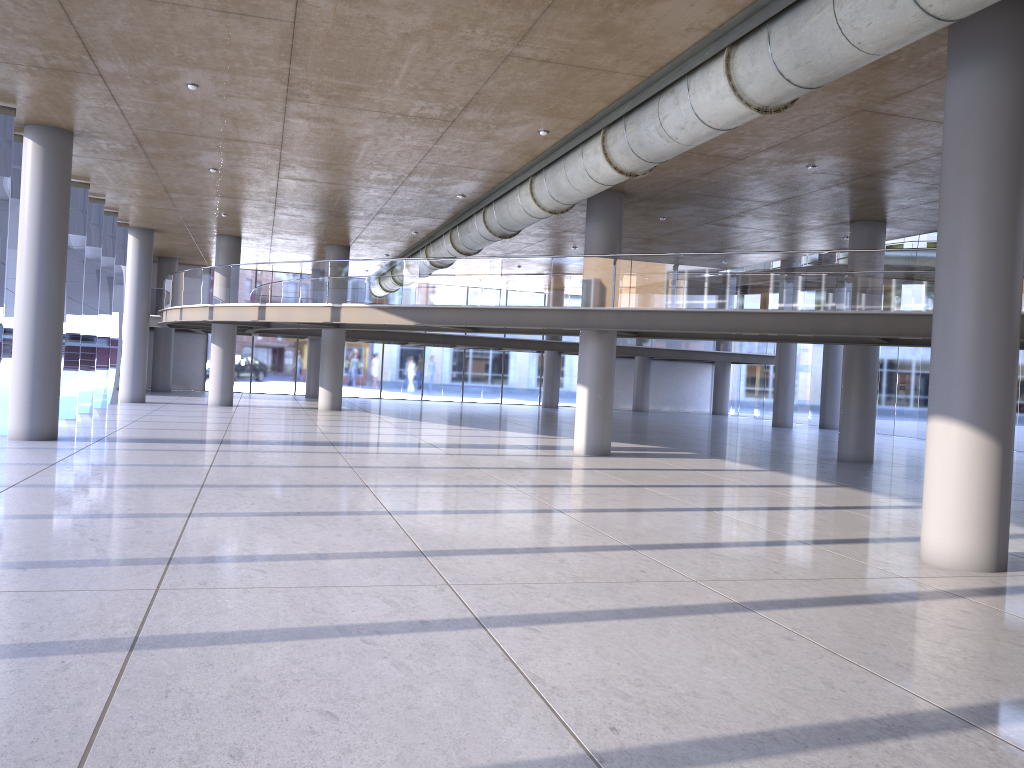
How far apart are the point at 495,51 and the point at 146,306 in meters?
21.2 m
